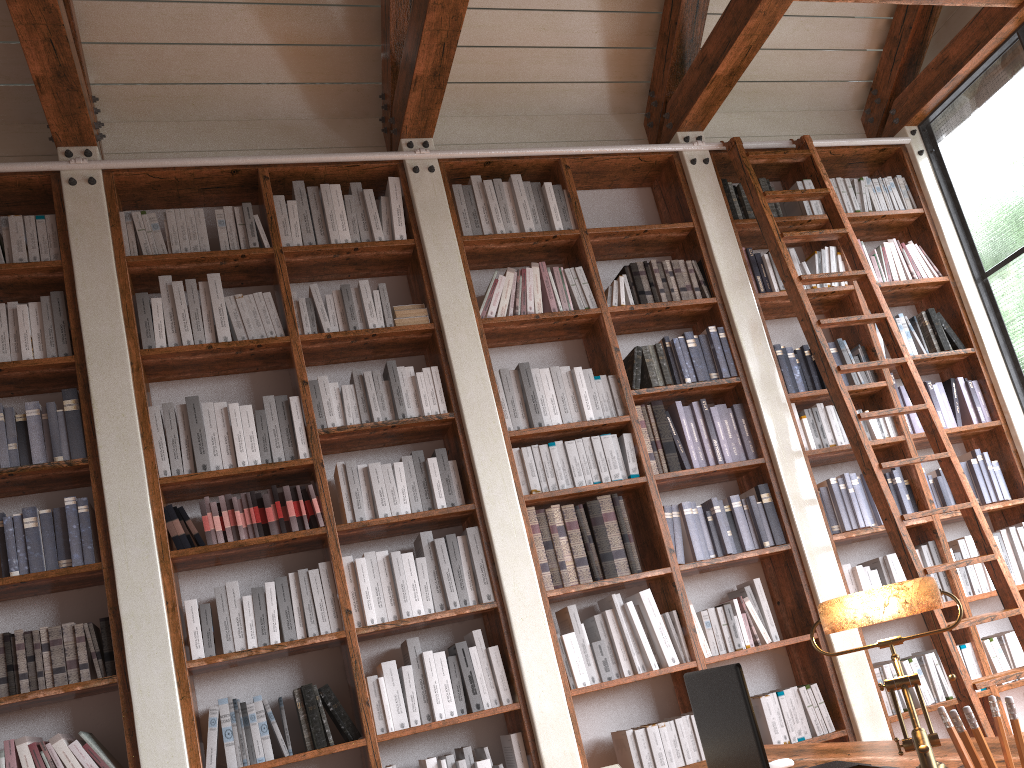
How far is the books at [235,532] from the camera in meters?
Result: 3.5

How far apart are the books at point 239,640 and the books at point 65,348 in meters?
1.2 m

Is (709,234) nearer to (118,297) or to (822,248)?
(822,248)

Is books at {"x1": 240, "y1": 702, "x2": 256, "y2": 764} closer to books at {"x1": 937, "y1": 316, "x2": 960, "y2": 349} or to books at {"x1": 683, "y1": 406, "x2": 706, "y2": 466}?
books at {"x1": 683, "y1": 406, "x2": 706, "y2": 466}

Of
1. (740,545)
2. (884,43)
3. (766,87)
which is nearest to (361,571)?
(740,545)

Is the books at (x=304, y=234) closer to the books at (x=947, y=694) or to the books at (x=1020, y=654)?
the books at (x=947, y=694)

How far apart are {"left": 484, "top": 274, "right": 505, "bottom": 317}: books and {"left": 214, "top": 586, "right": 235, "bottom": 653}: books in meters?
1.7

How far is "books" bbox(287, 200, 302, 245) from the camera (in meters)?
4.09

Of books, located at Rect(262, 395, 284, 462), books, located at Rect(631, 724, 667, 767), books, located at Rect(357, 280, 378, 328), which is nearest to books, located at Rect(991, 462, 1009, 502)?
books, located at Rect(631, 724, 667, 767)

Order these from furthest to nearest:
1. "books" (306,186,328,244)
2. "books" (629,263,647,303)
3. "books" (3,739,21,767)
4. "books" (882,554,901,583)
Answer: "books" (629,263,647,303)
"books" (882,554,901,583)
"books" (306,186,328,244)
"books" (3,739,21,767)
